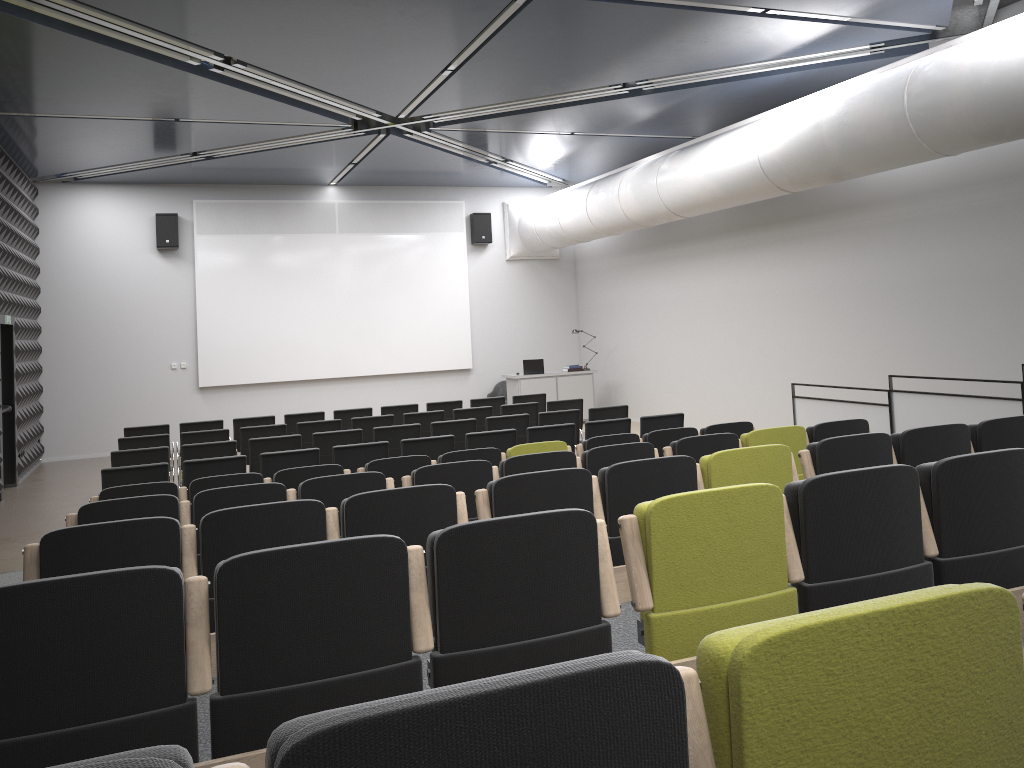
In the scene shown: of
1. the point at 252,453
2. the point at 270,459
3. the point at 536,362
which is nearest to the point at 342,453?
the point at 270,459

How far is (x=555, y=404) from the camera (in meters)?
12.20

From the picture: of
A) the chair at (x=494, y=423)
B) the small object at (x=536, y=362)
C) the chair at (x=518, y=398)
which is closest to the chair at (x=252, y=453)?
the chair at (x=494, y=423)

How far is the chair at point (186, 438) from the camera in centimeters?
1050cm

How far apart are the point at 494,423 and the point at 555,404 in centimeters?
188cm

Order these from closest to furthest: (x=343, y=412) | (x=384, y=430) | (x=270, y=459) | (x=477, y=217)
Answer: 1. (x=270, y=459)
2. (x=384, y=430)
3. (x=343, y=412)
4. (x=477, y=217)

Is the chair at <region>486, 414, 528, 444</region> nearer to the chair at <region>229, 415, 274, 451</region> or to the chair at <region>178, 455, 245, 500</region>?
the chair at <region>178, 455, 245, 500</region>

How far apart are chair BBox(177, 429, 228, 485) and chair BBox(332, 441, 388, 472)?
2.72m

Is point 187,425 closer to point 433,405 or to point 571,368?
point 433,405

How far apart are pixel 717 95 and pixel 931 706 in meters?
11.0 m
